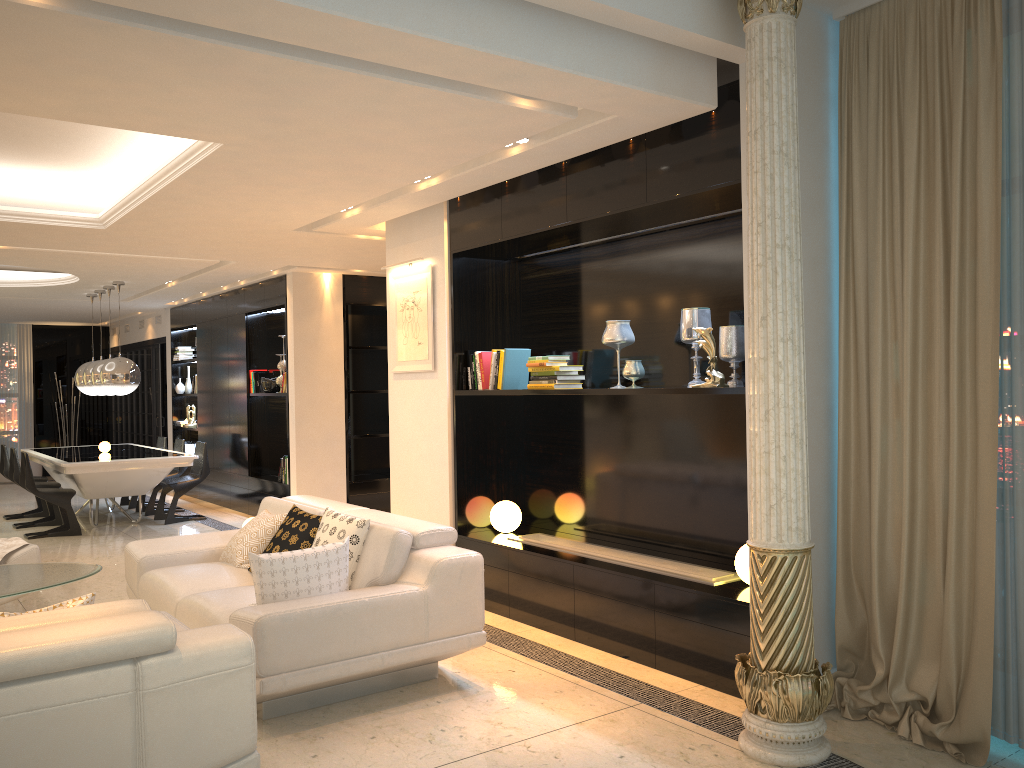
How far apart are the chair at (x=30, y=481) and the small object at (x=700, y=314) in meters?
6.9

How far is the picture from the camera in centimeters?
612cm

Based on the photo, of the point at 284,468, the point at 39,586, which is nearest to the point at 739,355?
the point at 39,586

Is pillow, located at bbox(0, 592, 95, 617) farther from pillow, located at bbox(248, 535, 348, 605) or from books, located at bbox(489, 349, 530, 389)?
books, located at bbox(489, 349, 530, 389)

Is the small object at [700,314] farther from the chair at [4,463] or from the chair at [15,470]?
the chair at [4,463]

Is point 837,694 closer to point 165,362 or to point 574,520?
point 574,520

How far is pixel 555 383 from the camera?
5.2 meters

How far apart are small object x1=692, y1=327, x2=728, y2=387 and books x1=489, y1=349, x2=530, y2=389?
1.60m

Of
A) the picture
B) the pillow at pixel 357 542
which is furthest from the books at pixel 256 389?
the pillow at pixel 357 542

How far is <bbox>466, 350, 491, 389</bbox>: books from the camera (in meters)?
5.78
